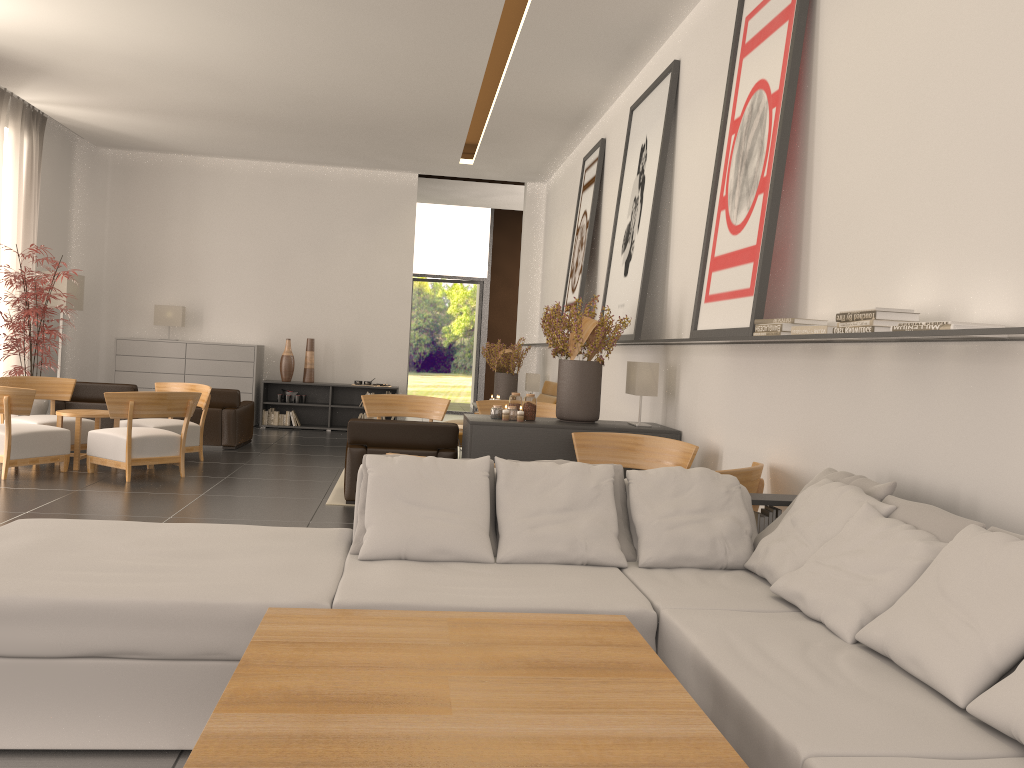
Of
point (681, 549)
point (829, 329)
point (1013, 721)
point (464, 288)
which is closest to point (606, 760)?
point (1013, 721)

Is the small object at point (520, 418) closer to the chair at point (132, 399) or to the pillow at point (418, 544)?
the pillow at point (418, 544)

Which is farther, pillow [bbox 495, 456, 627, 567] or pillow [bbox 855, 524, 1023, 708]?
pillow [bbox 495, 456, 627, 567]

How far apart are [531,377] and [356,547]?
14.2m

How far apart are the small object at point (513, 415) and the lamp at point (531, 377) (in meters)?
9.23

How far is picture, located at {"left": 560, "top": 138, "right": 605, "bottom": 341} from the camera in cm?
1500

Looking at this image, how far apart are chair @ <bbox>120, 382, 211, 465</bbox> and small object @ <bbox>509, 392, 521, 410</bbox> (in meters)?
6.03

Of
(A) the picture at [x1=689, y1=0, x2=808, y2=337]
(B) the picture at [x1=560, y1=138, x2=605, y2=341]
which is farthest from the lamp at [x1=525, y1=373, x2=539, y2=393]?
(A) the picture at [x1=689, y1=0, x2=808, y2=337]

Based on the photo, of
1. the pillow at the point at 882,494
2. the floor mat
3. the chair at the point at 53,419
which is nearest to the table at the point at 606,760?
the pillow at the point at 882,494

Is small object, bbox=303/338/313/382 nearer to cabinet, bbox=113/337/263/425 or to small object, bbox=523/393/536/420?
cabinet, bbox=113/337/263/425
